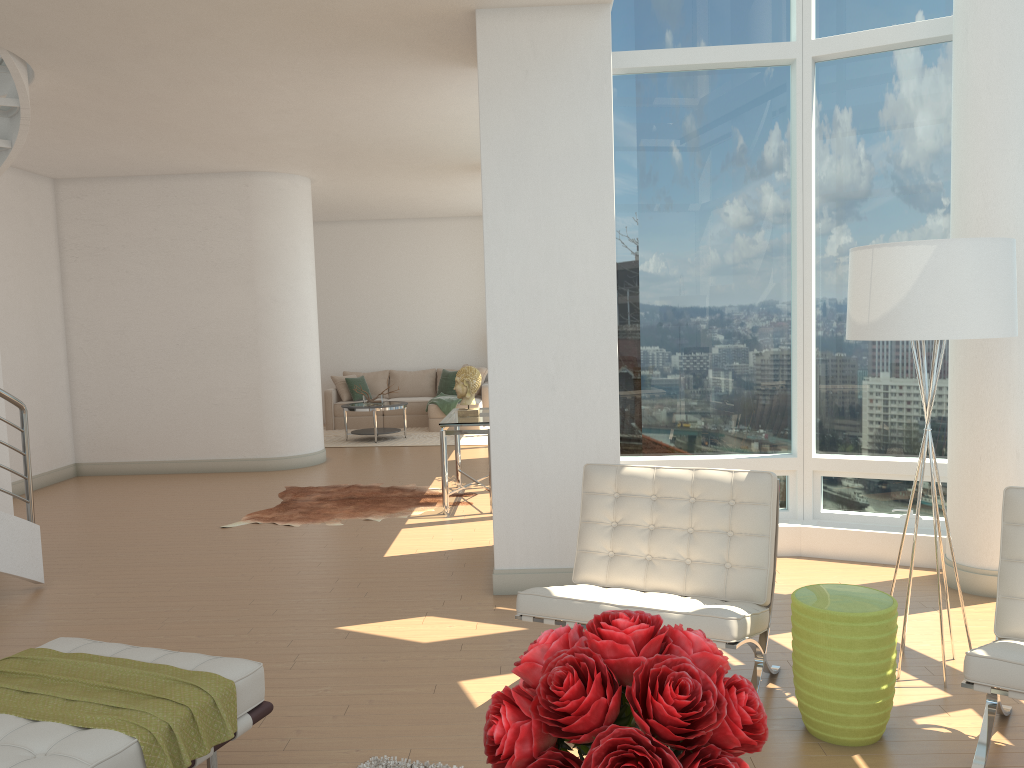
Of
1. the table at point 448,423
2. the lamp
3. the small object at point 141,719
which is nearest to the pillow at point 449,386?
the table at point 448,423

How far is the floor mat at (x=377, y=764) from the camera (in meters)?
3.21

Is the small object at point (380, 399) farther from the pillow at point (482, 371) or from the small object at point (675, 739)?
the small object at point (675, 739)

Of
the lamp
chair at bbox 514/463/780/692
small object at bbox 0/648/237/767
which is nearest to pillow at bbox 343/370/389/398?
chair at bbox 514/463/780/692

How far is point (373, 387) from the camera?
14.6 meters

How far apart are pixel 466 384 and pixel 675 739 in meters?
6.6 m

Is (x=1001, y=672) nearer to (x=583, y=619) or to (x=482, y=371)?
(x=583, y=619)

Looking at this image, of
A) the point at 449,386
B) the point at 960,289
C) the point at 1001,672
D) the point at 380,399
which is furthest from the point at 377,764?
the point at 449,386

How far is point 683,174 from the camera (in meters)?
6.11

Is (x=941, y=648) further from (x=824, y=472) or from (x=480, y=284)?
(x=480, y=284)
